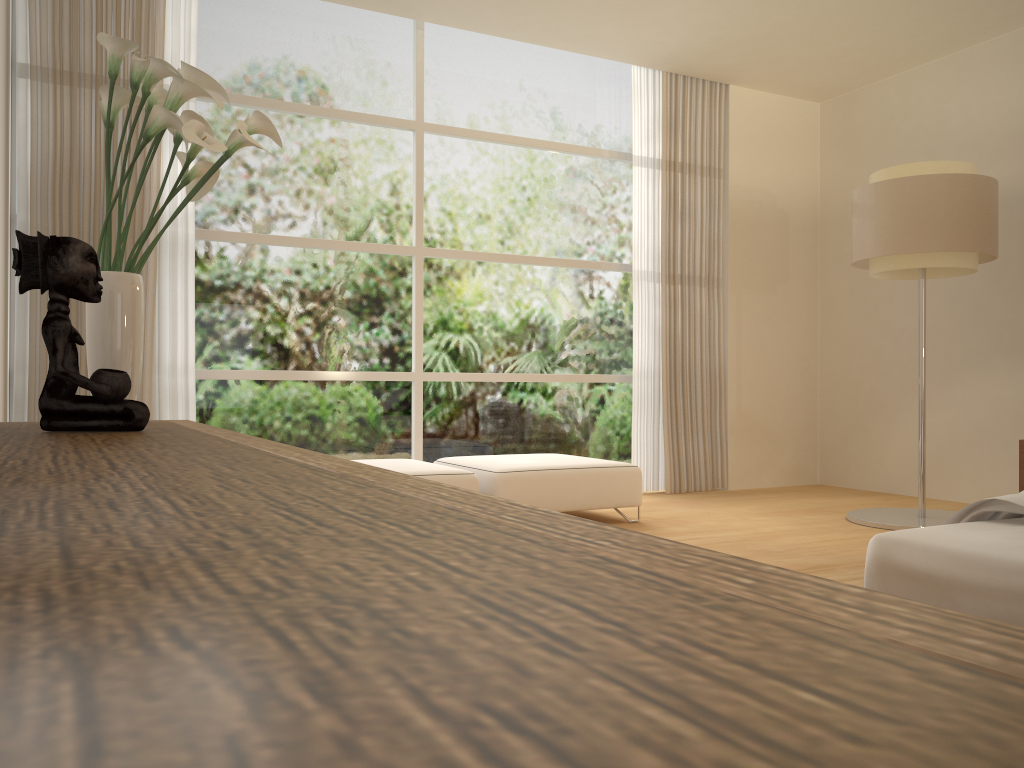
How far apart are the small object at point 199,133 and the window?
2.5 meters

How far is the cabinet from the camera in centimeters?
26cm

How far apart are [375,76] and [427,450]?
2.5m

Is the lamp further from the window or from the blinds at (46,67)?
the blinds at (46,67)

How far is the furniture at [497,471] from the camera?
4.7m

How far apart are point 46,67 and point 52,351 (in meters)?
3.51

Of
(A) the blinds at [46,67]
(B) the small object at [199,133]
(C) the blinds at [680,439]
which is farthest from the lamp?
(A) the blinds at [46,67]

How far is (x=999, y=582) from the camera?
1.7 meters

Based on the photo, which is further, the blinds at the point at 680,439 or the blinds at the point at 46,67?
the blinds at the point at 680,439

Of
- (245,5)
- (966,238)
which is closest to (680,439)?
(966,238)
